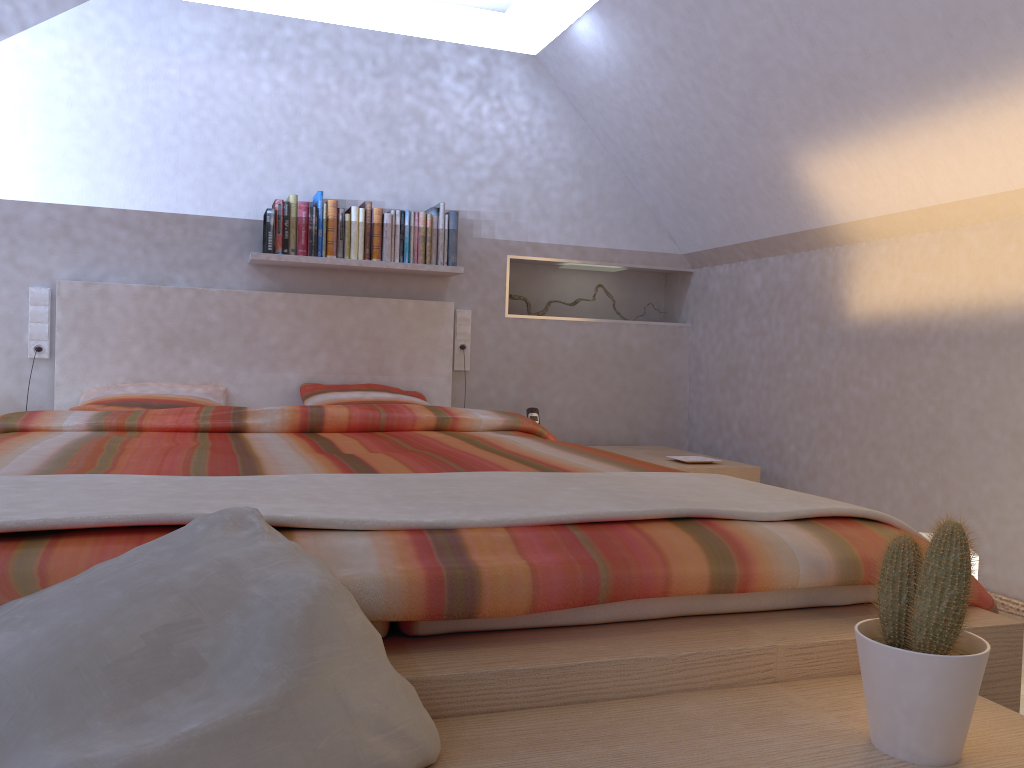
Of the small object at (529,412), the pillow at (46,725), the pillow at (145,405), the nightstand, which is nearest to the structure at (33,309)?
the pillow at (145,405)

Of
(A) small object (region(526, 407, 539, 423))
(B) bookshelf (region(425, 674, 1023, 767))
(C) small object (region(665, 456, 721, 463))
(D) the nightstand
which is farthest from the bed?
(C) small object (region(665, 456, 721, 463))

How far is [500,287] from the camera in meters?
4.3 m

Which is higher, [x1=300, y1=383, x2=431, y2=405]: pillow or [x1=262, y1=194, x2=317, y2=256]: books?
[x1=262, y1=194, x2=317, y2=256]: books

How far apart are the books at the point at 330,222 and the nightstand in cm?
149

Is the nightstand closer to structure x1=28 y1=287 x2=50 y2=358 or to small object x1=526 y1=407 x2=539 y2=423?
small object x1=526 y1=407 x2=539 y2=423

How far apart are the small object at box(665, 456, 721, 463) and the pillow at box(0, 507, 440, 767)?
2.9 meters

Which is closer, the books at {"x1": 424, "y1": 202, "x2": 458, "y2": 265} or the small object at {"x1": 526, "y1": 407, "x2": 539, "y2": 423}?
the books at {"x1": 424, "y1": 202, "x2": 458, "y2": 265}

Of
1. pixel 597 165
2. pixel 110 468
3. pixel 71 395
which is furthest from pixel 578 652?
pixel 597 165

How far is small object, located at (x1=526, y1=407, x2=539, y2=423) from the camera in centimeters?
413cm
